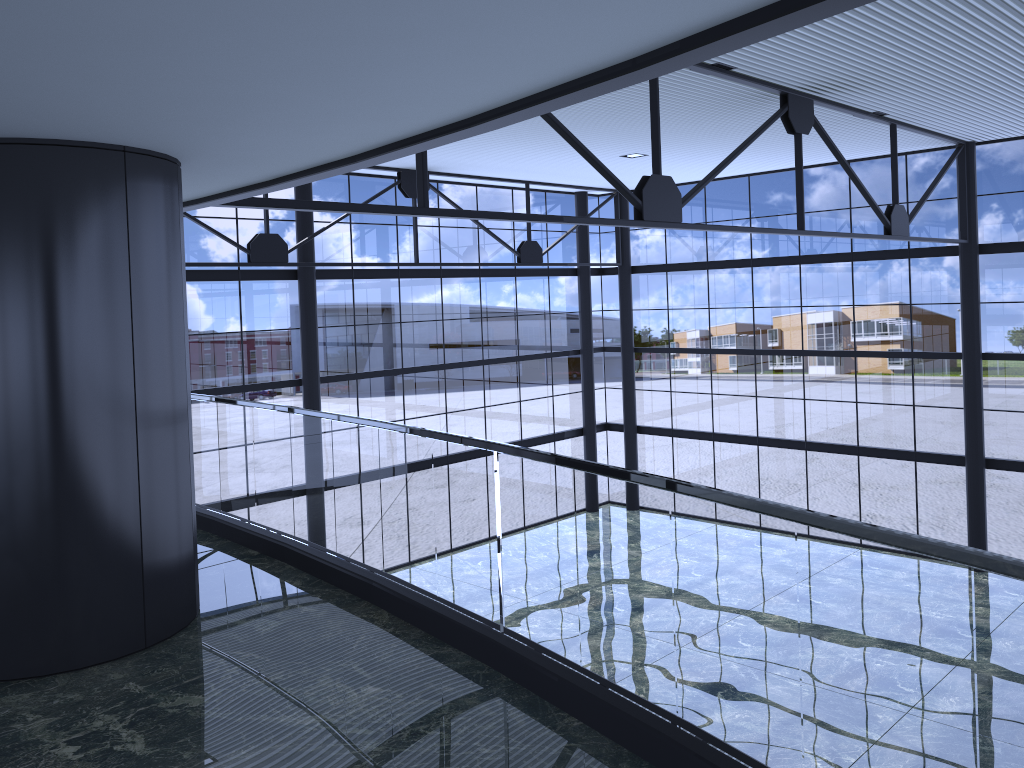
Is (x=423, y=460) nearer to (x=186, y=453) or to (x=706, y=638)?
(x=706, y=638)
